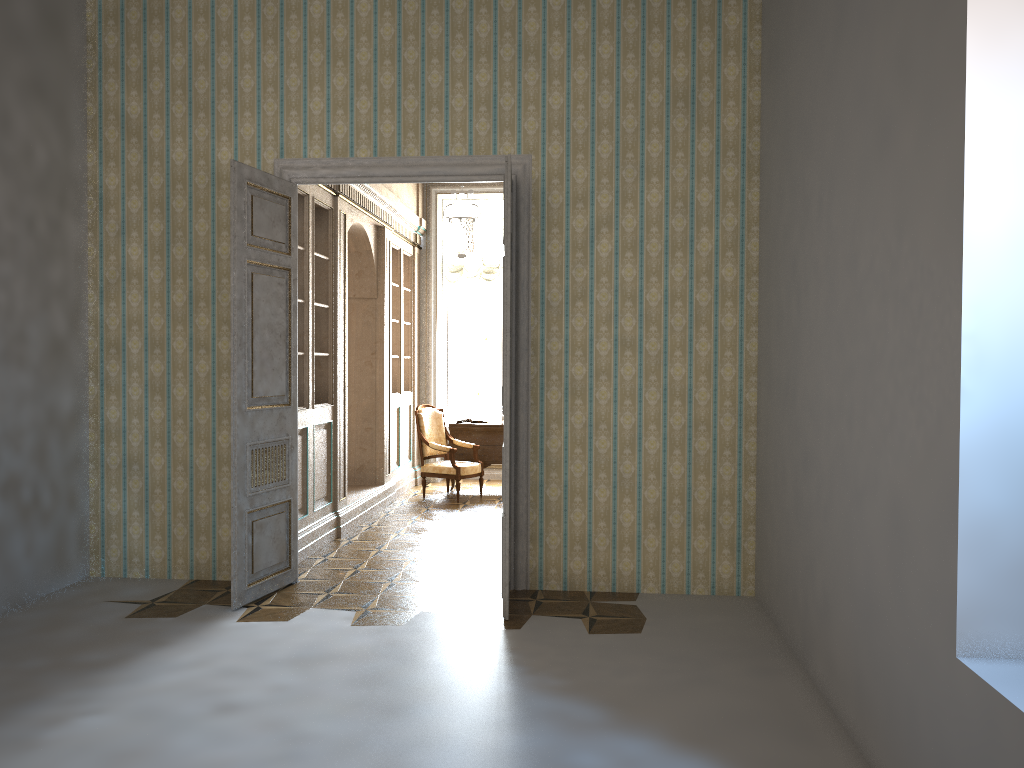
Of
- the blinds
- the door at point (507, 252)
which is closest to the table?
the blinds

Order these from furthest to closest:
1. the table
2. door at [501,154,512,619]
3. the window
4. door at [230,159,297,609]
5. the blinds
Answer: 1. the window
2. the blinds
3. the table
4. door at [230,159,297,609]
5. door at [501,154,512,619]

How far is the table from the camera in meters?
10.1

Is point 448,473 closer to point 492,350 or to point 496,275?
point 492,350

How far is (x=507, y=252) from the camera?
5.0m

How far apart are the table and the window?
1.40m

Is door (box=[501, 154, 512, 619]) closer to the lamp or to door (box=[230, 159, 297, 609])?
door (box=[230, 159, 297, 609])

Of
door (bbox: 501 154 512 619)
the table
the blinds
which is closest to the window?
the blinds

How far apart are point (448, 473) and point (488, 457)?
0.84m

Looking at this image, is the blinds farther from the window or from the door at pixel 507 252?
the door at pixel 507 252
